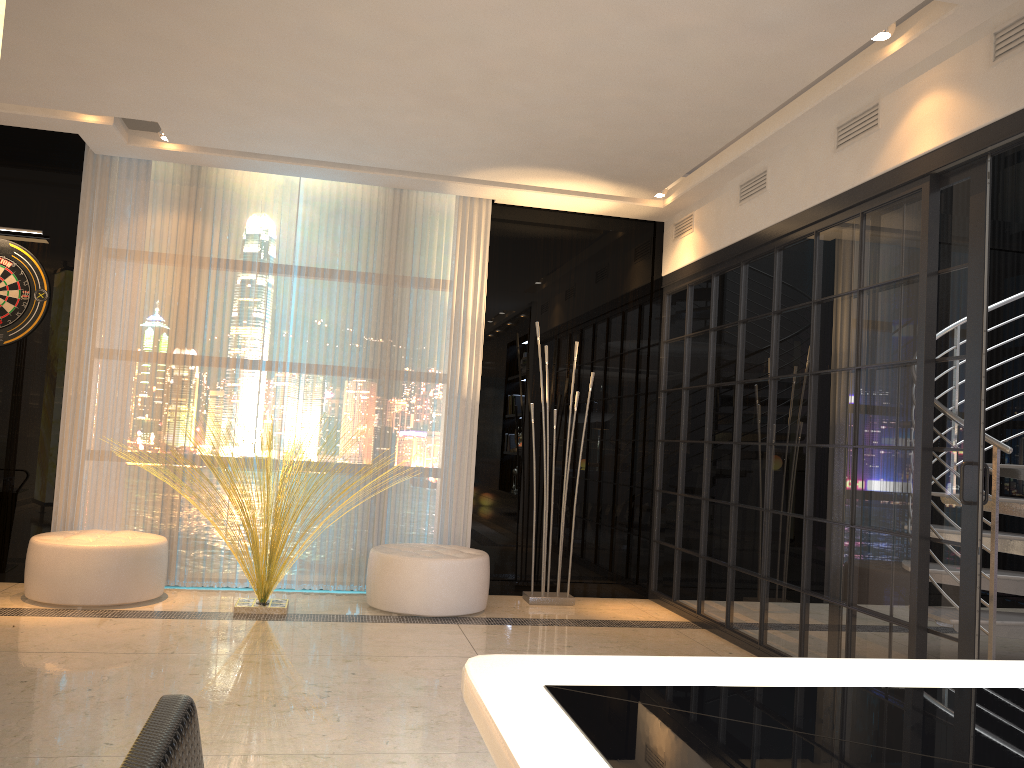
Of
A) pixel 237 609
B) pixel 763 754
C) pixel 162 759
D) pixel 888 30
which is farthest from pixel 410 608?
pixel 162 759

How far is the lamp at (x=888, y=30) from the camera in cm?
→ 340

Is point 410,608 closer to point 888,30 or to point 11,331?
point 11,331

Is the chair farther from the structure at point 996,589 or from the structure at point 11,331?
the structure at point 11,331

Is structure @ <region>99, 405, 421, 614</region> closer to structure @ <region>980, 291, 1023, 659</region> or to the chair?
structure @ <region>980, 291, 1023, 659</region>

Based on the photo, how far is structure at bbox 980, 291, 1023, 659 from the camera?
3.8m

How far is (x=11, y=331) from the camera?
5.36m

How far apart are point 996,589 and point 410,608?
2.91m

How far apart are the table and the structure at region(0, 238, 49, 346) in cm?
523

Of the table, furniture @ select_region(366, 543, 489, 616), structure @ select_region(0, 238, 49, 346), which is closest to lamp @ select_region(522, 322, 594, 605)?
furniture @ select_region(366, 543, 489, 616)
